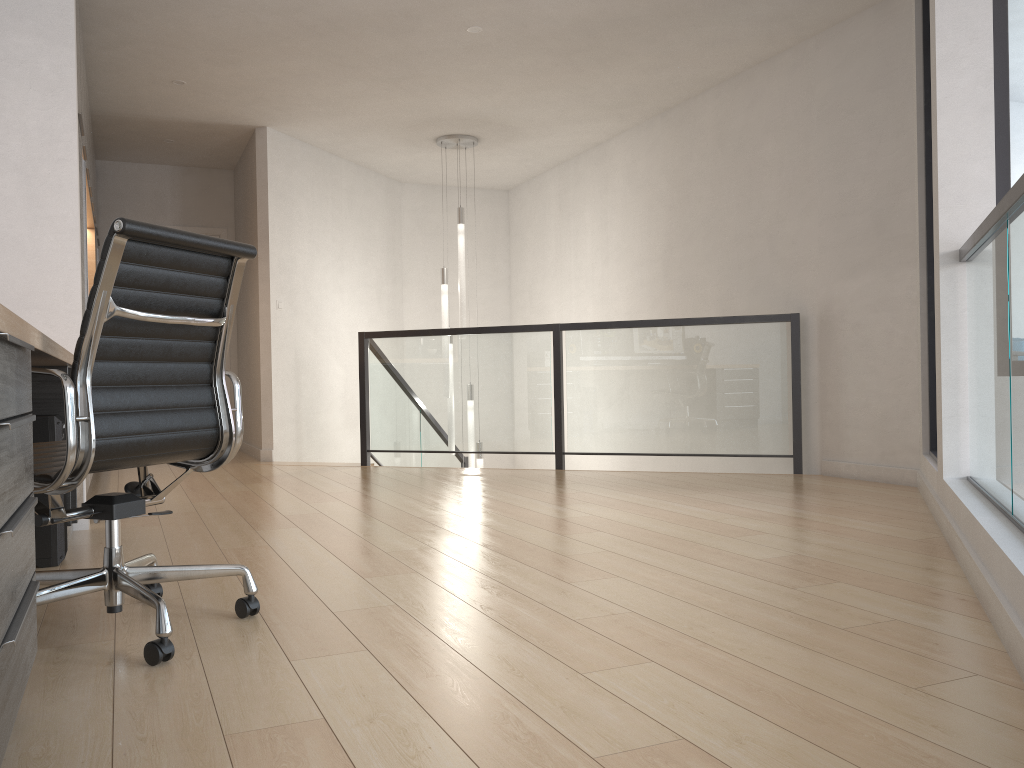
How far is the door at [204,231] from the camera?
8.5m

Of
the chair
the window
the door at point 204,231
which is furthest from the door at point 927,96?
the door at point 204,231

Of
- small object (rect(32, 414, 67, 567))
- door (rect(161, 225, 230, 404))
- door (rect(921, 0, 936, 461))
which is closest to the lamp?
door (rect(161, 225, 230, 404))

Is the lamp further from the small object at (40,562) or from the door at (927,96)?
the small object at (40,562)

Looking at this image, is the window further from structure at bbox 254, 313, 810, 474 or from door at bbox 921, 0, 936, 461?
structure at bbox 254, 313, 810, 474

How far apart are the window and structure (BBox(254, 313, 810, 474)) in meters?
2.0

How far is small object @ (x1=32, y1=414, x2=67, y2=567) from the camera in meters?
3.1

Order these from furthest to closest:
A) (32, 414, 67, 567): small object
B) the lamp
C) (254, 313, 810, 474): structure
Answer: the lamp, (254, 313, 810, 474): structure, (32, 414, 67, 567): small object

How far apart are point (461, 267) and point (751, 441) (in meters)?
3.01

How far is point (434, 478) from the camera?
5.7m
